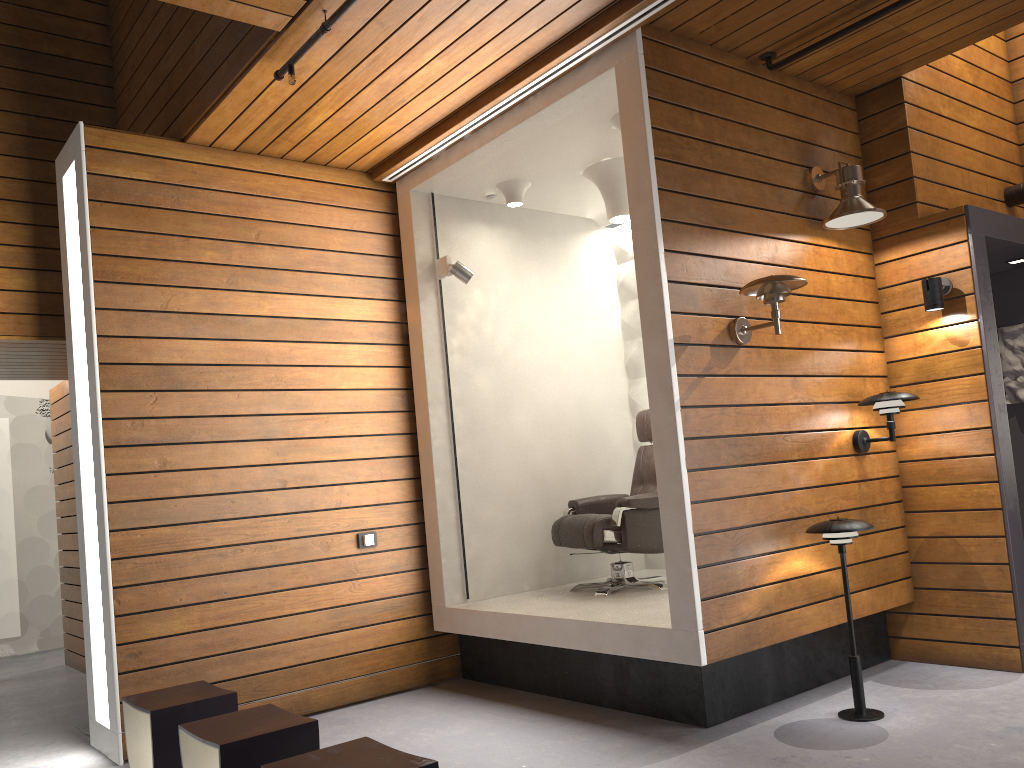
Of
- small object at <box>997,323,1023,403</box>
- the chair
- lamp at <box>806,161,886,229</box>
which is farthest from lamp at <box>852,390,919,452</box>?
small object at <box>997,323,1023,403</box>

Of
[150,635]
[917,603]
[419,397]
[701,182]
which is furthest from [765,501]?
[150,635]

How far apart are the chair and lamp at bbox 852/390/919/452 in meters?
1.1

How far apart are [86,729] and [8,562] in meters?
3.4

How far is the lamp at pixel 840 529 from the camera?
3.73m

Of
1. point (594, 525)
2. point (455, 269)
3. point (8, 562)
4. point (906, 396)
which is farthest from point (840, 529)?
point (8, 562)

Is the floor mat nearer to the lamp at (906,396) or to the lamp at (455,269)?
the lamp at (455,269)

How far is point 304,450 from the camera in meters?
4.8 m

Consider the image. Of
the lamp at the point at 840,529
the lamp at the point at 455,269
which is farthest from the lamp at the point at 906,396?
→ the lamp at the point at 455,269

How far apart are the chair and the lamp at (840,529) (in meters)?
1.18
